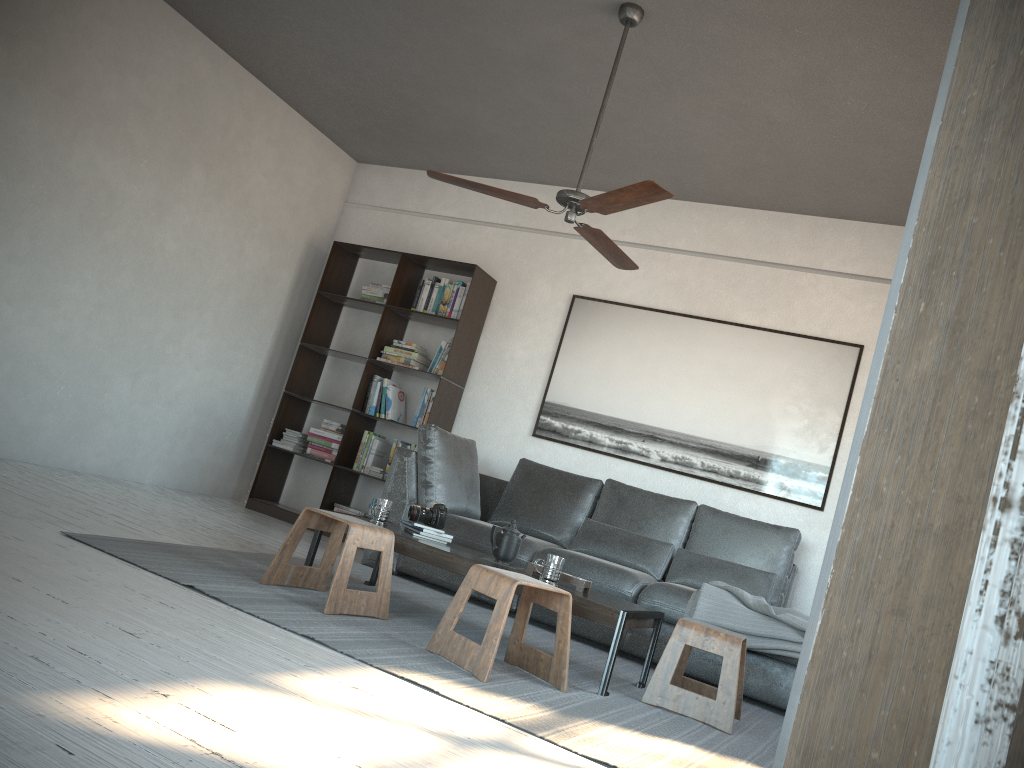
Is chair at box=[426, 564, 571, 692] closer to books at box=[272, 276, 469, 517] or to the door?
the door

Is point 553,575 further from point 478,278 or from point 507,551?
point 478,278

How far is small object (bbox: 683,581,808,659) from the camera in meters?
4.1

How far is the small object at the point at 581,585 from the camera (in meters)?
3.58

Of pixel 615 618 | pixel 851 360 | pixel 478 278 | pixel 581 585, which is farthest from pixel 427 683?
pixel 478 278

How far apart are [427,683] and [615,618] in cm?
92

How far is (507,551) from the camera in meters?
3.8

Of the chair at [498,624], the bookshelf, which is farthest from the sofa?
the chair at [498,624]

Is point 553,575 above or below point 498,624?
above

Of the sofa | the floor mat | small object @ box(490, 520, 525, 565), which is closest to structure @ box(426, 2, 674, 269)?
small object @ box(490, 520, 525, 565)
